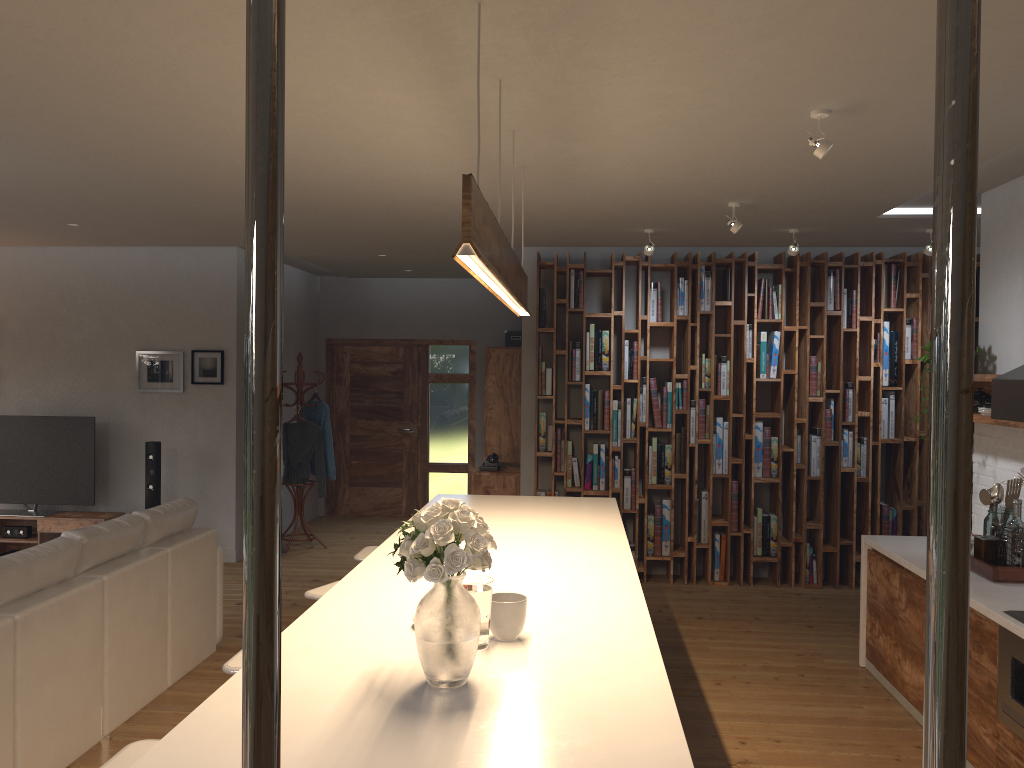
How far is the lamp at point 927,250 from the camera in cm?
610

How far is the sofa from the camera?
3.5m

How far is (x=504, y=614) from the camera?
2.49m

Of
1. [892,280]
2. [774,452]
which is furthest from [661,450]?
[892,280]

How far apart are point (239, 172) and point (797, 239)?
4.1m

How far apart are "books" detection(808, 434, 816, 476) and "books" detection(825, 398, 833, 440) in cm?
31

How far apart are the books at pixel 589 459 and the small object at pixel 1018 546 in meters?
3.4 m

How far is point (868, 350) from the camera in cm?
716

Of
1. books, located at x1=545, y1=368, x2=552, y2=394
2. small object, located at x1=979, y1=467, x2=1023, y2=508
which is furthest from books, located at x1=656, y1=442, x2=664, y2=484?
small object, located at x1=979, y1=467, x2=1023, y2=508

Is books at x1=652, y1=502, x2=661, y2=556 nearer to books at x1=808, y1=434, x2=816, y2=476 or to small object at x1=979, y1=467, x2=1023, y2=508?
books at x1=808, y1=434, x2=816, y2=476
